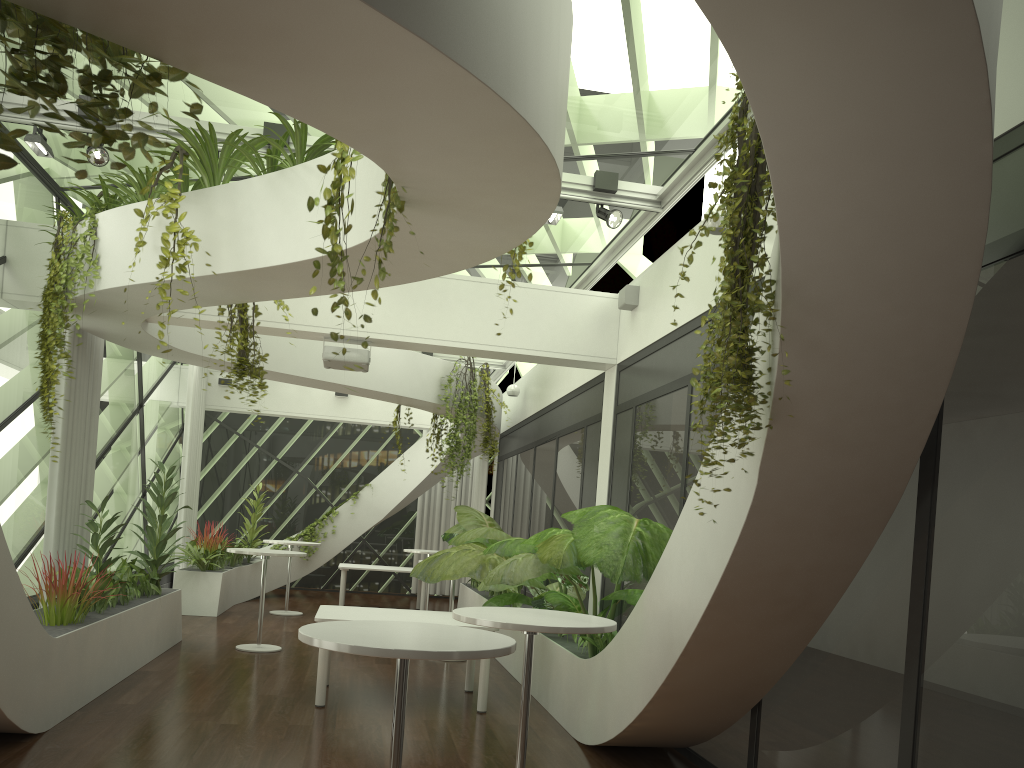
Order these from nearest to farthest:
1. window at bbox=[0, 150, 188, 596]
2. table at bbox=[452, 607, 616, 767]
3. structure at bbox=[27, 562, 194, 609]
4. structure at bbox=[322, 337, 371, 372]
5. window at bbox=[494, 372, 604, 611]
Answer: table at bbox=[452, 607, 616, 767] → window at bbox=[0, 150, 188, 596] → structure at bbox=[322, 337, 371, 372] → window at bbox=[494, 372, 604, 611] → structure at bbox=[27, 562, 194, 609]

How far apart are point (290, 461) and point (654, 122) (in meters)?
12.51

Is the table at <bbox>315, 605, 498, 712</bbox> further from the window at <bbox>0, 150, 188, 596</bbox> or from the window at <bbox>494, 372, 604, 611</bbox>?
the window at <bbox>0, 150, 188, 596</bbox>

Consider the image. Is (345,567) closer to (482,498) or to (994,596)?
(482,498)

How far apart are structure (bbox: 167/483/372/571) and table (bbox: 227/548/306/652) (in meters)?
2.94

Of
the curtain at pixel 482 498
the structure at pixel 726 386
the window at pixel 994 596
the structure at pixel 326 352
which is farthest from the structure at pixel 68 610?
the curtain at pixel 482 498

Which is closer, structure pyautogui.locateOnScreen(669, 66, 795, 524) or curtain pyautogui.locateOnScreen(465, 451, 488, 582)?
structure pyautogui.locateOnScreen(669, 66, 795, 524)

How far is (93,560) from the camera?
7.7 meters

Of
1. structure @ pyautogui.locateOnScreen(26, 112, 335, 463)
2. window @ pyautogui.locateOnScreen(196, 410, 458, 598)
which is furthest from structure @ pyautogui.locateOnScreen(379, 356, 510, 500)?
window @ pyautogui.locateOnScreen(196, 410, 458, 598)

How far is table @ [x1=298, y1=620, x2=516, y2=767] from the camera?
3.0 meters
